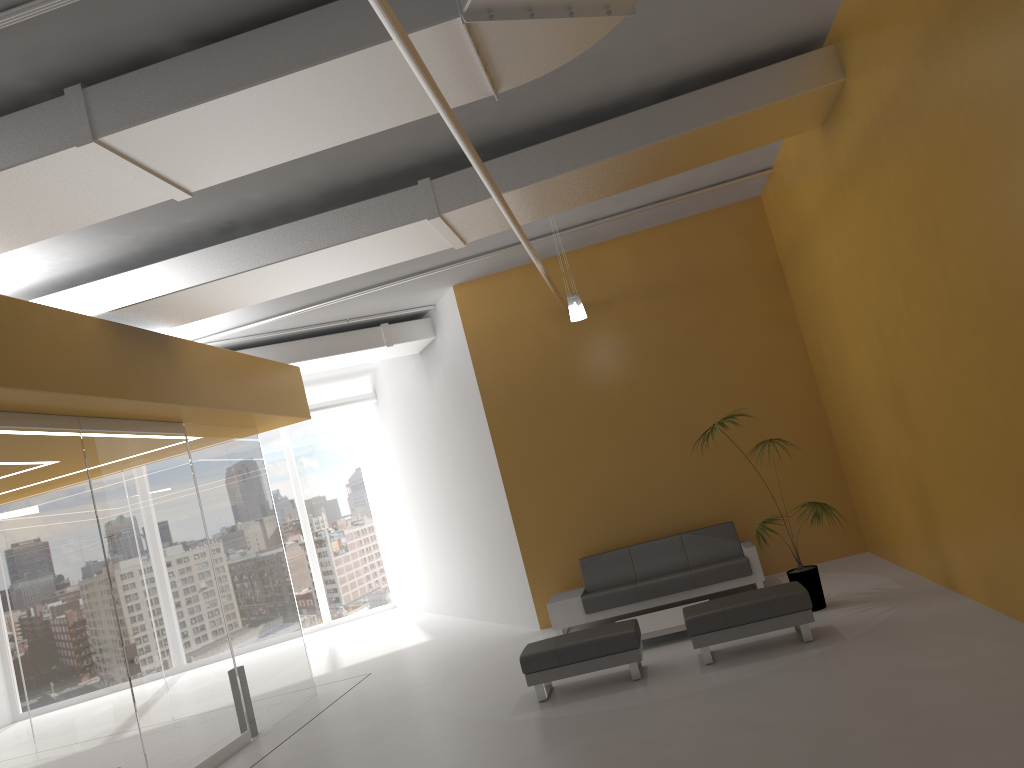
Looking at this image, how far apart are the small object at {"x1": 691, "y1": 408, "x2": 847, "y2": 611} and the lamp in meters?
2.7 m

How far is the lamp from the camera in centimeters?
906cm

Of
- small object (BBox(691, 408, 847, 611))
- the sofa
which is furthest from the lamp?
the sofa

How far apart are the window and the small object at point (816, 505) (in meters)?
11.36

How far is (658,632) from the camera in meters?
8.3

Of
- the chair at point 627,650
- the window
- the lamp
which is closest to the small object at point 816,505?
the chair at point 627,650

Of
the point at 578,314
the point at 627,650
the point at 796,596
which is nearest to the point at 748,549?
the point at 796,596

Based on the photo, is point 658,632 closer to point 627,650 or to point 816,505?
point 627,650

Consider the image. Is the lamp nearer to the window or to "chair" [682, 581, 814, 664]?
"chair" [682, 581, 814, 664]

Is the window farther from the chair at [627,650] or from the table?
the chair at [627,650]
